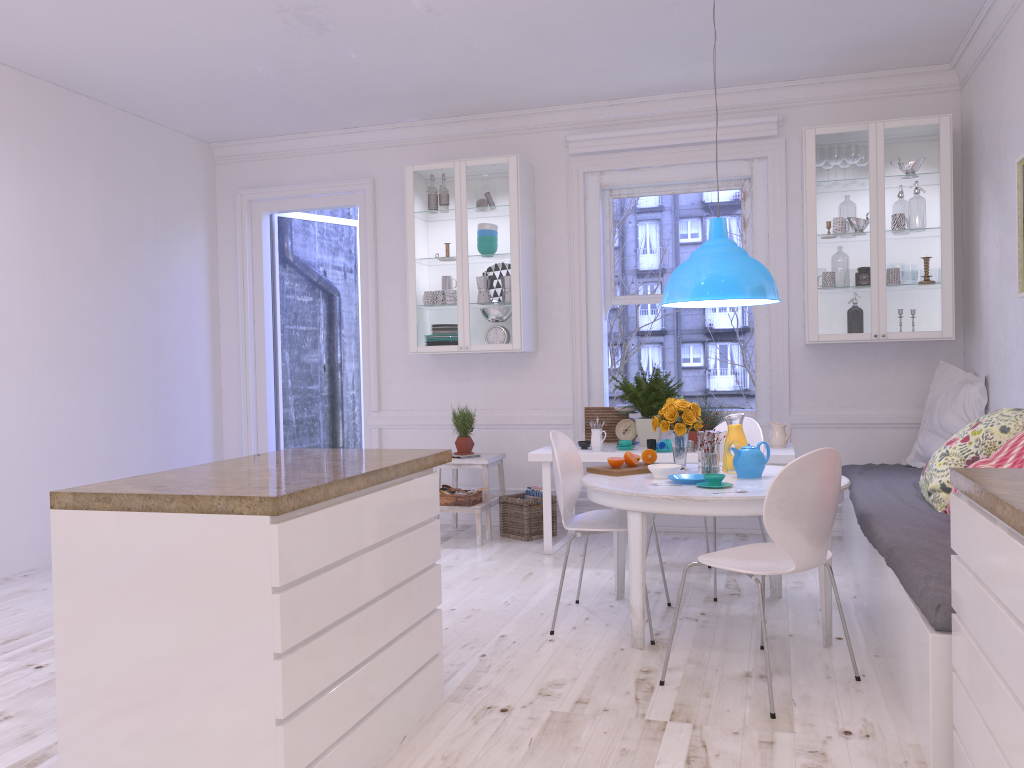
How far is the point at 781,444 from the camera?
5.2m

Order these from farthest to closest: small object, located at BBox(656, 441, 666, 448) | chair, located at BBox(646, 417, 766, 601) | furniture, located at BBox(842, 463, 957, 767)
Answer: small object, located at BBox(656, 441, 666, 448), chair, located at BBox(646, 417, 766, 601), furniture, located at BBox(842, 463, 957, 767)

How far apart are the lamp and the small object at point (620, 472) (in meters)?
0.77

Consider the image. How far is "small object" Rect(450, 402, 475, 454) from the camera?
5.90m

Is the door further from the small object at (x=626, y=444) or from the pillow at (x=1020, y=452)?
the pillow at (x=1020, y=452)

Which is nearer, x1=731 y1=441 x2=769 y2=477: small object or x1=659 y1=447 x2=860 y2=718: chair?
x1=659 y1=447 x2=860 y2=718: chair

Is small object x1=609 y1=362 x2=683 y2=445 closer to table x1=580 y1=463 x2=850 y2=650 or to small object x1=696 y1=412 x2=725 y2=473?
table x1=580 y1=463 x2=850 y2=650

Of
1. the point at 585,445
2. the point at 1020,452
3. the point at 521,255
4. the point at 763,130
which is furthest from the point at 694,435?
the point at 1020,452

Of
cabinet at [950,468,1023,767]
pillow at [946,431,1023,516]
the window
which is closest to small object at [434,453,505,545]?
the window

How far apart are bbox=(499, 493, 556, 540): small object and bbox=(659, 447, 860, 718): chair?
2.4 meters
